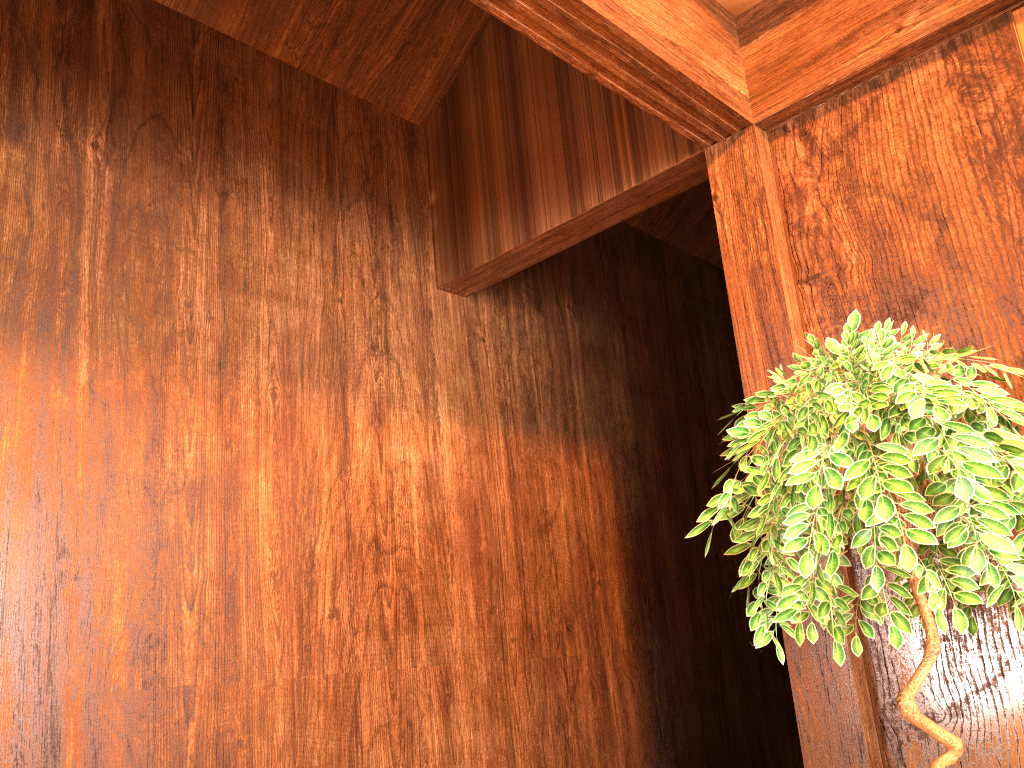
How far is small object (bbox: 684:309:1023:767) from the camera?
1.4 meters

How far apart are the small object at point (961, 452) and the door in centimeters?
88cm

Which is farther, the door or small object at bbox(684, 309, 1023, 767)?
the door

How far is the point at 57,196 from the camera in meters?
2.3 m

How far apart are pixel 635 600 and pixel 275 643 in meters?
1.7

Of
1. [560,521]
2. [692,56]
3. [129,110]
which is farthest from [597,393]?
[129,110]

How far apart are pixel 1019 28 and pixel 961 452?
1.2m

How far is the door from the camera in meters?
2.0 m

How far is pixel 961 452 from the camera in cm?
141

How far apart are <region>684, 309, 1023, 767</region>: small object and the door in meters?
0.9
